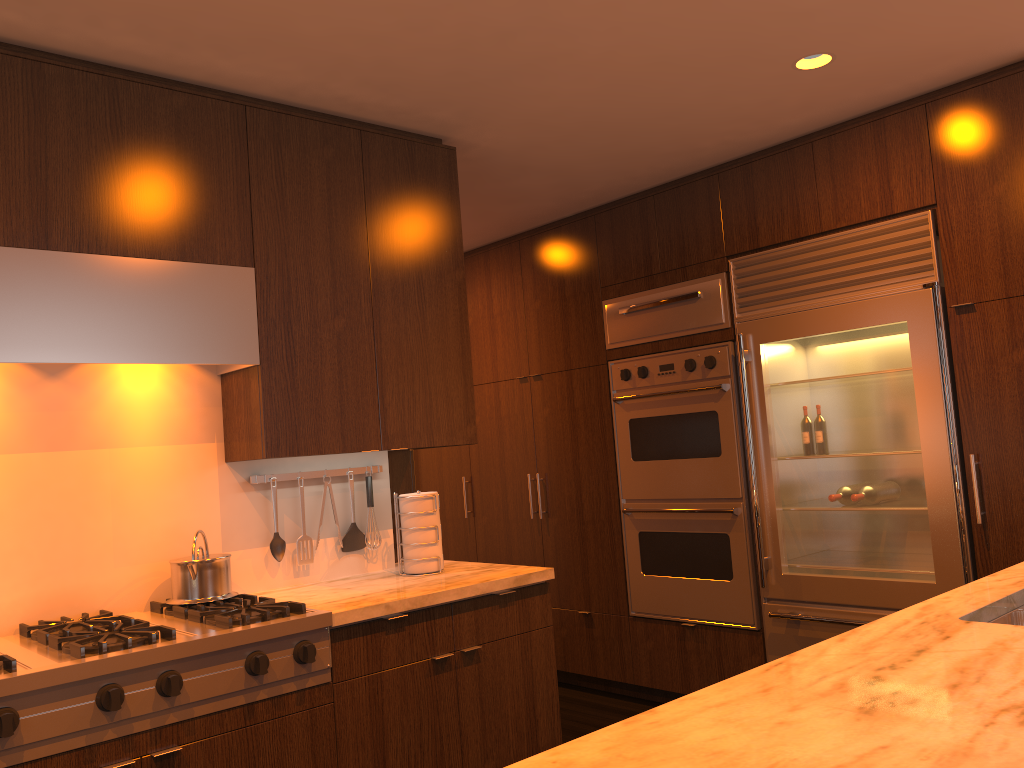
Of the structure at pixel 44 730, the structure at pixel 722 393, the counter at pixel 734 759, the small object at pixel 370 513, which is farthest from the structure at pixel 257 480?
the counter at pixel 734 759

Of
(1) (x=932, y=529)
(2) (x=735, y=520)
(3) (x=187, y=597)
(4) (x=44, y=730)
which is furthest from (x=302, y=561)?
(1) (x=932, y=529)

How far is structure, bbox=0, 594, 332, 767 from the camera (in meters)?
2.03

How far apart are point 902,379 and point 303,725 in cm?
254

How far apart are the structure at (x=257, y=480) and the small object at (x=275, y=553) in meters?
0.2

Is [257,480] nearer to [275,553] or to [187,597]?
[275,553]

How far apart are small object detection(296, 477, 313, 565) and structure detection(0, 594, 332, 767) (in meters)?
0.35

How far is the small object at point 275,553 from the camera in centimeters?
311cm

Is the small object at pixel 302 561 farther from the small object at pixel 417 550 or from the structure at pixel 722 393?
the structure at pixel 722 393

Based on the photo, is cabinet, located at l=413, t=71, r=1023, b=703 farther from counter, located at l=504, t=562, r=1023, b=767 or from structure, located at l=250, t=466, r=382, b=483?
structure, located at l=250, t=466, r=382, b=483
